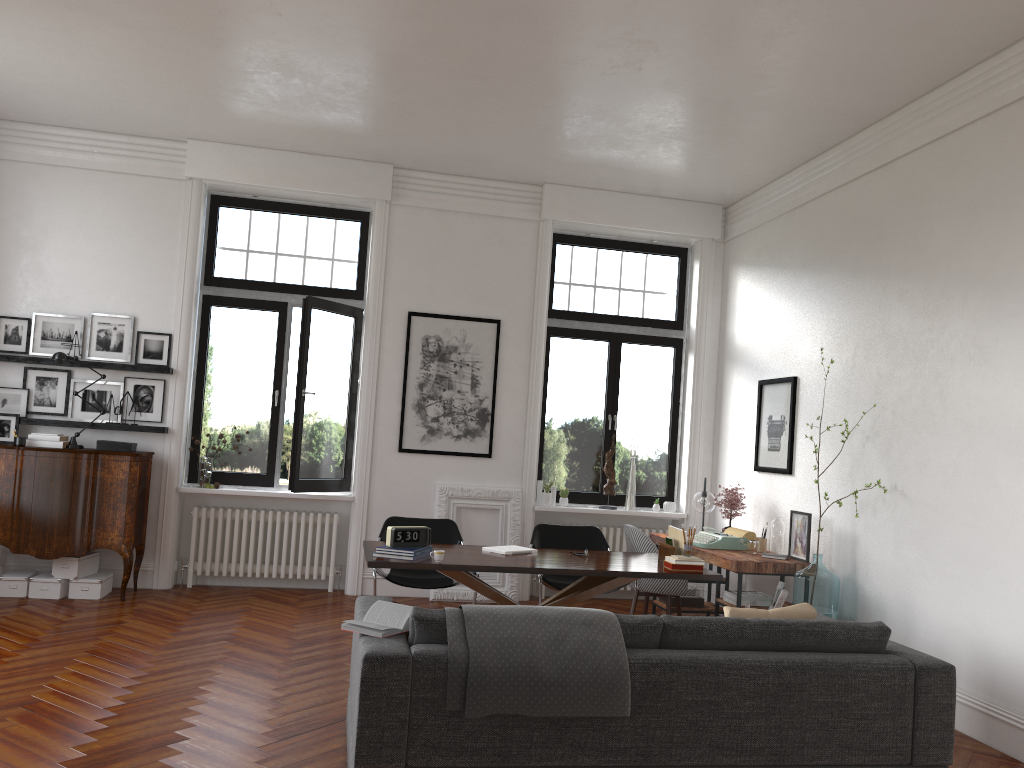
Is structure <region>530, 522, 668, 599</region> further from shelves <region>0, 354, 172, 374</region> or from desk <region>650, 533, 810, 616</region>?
shelves <region>0, 354, 172, 374</region>

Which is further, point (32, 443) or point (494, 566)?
point (32, 443)

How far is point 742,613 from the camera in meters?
4.1

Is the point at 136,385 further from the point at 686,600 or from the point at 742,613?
the point at 742,613

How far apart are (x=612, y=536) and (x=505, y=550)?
3.0m

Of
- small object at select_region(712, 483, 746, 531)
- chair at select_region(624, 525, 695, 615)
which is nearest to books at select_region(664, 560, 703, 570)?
chair at select_region(624, 525, 695, 615)

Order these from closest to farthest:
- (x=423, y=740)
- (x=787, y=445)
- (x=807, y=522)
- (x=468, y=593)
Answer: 1. (x=423, y=740)
2. (x=807, y=522)
3. (x=787, y=445)
4. (x=468, y=593)

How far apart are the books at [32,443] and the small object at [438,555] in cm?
385

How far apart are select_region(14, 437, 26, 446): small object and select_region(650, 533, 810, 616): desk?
5.4m

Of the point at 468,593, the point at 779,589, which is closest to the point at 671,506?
the point at 468,593
